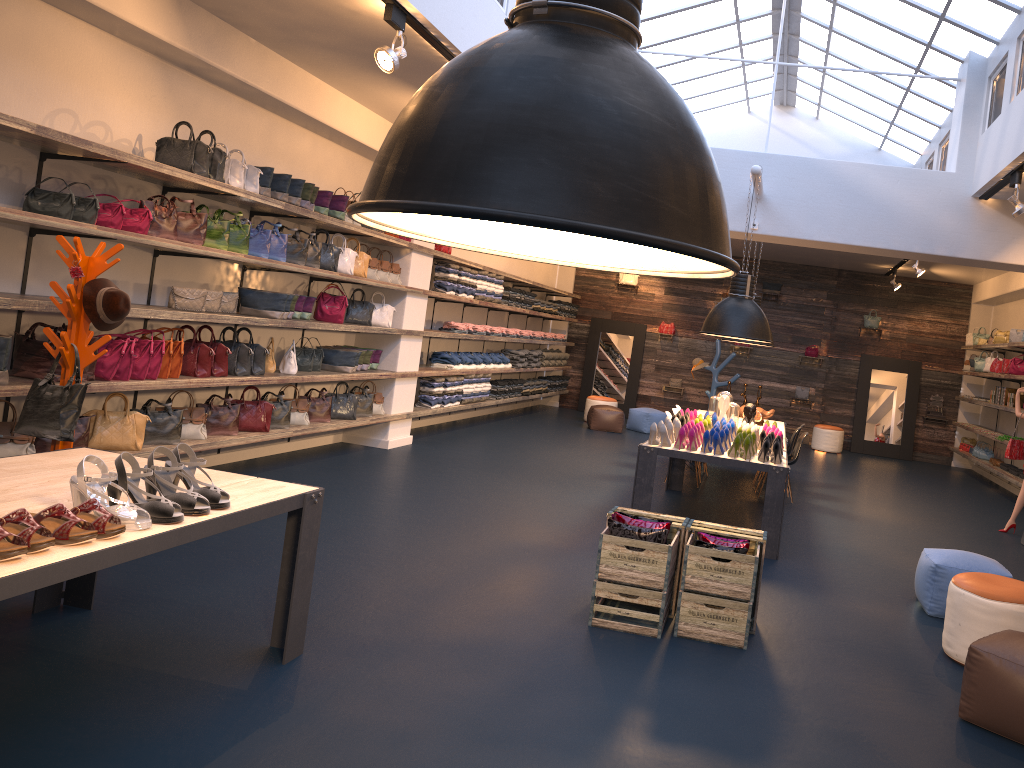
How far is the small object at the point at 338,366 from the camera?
8.98m

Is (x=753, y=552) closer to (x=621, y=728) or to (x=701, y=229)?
(x=621, y=728)

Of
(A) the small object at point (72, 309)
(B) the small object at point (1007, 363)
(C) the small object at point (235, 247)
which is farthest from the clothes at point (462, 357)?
(B) the small object at point (1007, 363)

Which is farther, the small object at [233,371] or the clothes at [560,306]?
the clothes at [560,306]

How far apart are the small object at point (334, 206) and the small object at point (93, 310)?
3.3m

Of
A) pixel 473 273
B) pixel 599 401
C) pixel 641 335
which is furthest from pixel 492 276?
pixel 641 335

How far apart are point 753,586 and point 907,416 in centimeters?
1268cm

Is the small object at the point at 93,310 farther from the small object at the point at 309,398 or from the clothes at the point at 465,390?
the clothes at the point at 465,390

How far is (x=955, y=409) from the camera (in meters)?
15.85

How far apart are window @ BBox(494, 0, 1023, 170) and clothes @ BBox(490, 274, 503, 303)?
5.8m
